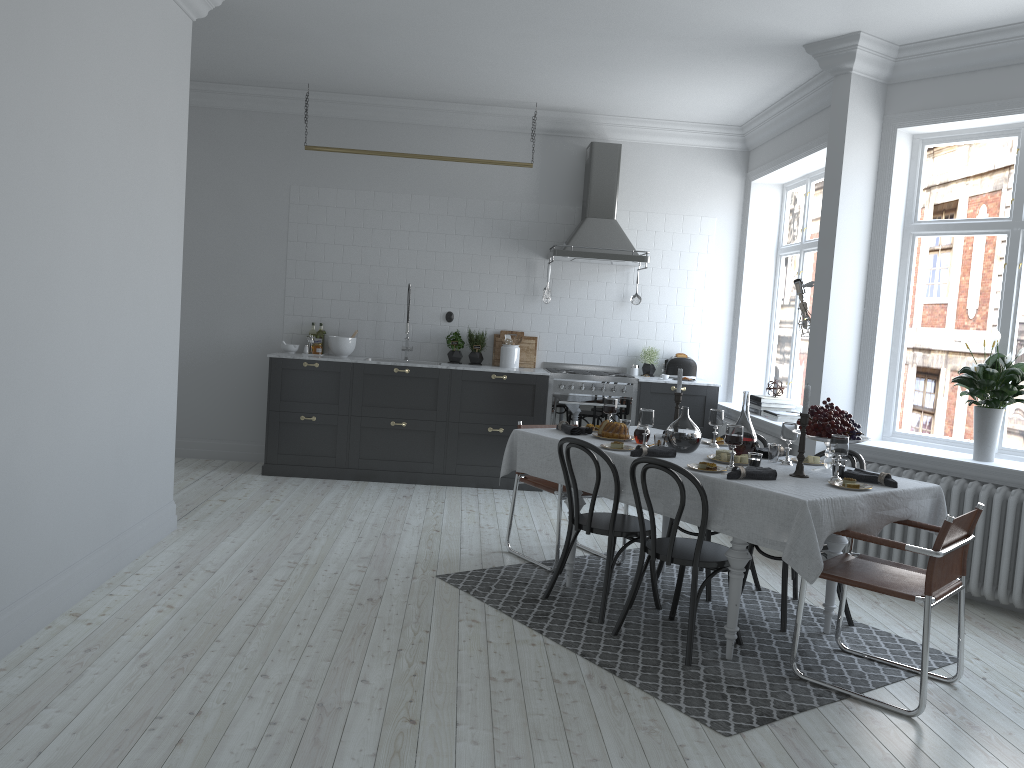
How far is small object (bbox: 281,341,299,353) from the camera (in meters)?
7.82

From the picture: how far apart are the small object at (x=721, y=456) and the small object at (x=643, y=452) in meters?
0.2

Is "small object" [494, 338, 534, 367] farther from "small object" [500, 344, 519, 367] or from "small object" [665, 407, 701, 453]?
"small object" [665, 407, 701, 453]

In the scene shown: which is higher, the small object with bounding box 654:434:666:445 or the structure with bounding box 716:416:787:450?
the small object with bounding box 654:434:666:445

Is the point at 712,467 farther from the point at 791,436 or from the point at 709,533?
the point at 709,533

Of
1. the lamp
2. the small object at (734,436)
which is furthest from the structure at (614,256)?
the small object at (734,436)

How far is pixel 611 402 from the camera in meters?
5.2

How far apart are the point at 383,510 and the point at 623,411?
2.3m

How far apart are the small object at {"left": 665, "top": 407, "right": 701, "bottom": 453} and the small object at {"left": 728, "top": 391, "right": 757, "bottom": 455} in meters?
0.2

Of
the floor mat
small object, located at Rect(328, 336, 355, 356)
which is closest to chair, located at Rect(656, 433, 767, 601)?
the floor mat
